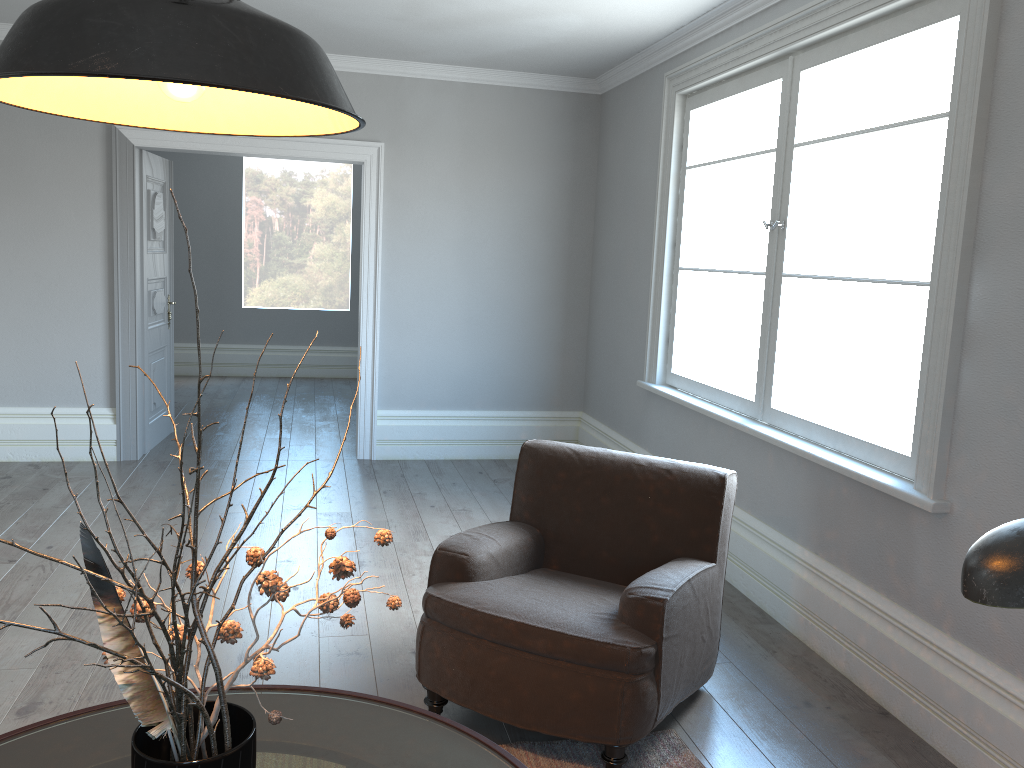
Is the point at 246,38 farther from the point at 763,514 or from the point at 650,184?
the point at 650,184

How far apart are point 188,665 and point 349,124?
0.85m

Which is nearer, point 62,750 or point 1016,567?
point 1016,567

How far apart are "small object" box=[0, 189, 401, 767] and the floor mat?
1.30m

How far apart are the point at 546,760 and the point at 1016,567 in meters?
2.1 m

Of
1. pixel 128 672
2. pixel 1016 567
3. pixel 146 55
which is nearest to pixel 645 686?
pixel 128 672

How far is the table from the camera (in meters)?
1.74

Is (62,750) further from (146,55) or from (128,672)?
(146,55)

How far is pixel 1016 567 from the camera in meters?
0.8

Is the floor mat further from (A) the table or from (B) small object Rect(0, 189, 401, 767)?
(B) small object Rect(0, 189, 401, 767)
